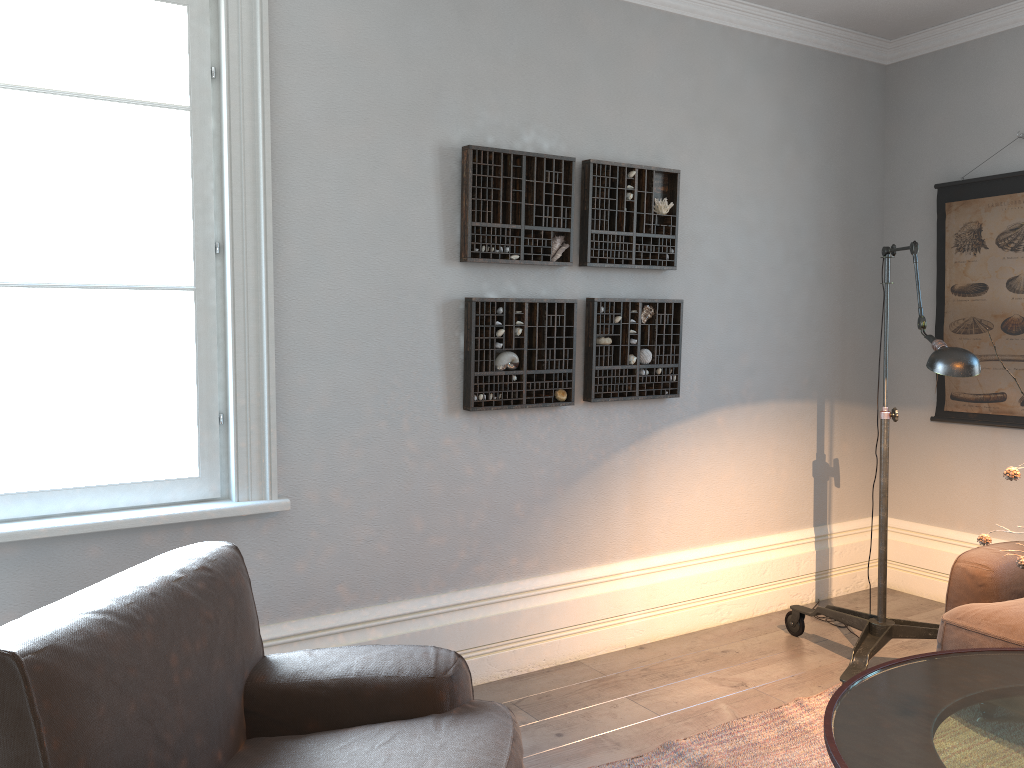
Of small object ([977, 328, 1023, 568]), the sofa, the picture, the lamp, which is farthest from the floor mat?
the picture

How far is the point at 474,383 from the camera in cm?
323

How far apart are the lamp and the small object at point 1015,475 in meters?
0.9

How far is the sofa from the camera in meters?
2.8 m

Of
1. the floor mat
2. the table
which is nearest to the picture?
the floor mat

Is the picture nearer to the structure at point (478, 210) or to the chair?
the structure at point (478, 210)

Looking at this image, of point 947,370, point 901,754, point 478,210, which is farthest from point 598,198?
point 901,754

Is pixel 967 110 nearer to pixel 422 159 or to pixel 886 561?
pixel 886 561

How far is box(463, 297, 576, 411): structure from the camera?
3.2 meters

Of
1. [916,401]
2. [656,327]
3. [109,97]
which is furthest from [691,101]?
[109,97]
